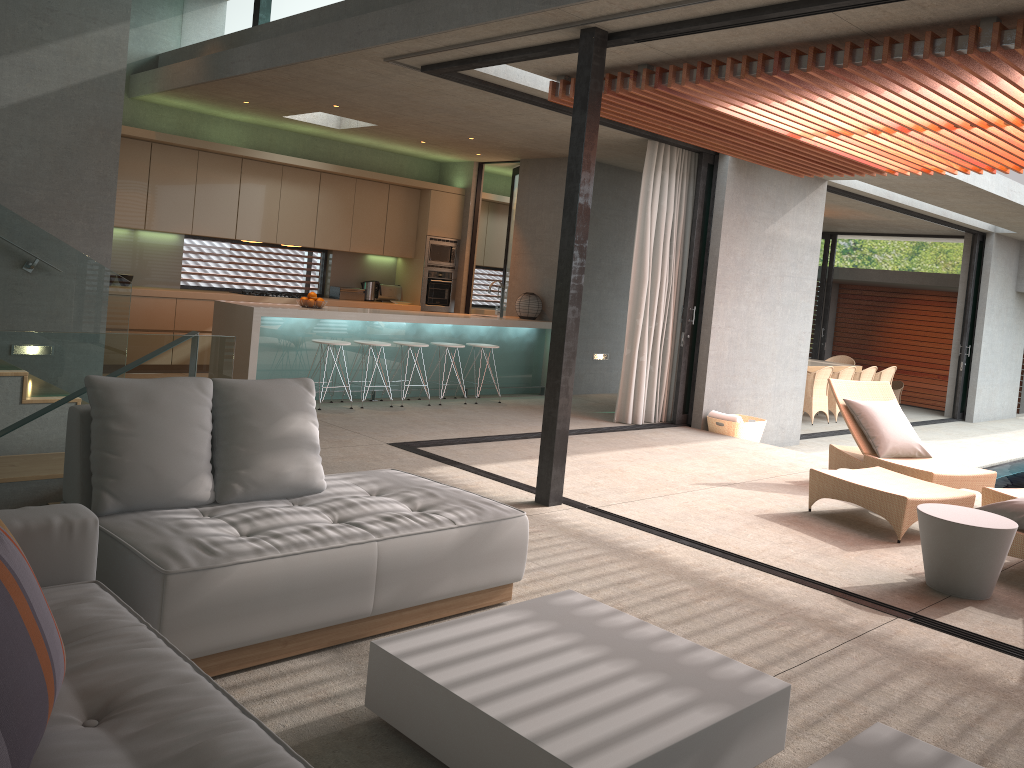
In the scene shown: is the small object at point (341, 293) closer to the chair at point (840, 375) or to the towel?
the towel

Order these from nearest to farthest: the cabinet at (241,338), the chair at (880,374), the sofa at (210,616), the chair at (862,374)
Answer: the sofa at (210,616), the cabinet at (241,338), the chair at (862,374), the chair at (880,374)

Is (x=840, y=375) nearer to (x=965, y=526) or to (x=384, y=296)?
(x=384, y=296)

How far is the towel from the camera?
9.20m

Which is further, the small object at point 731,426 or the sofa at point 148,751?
the small object at point 731,426

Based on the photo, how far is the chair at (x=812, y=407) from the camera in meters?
12.7 m

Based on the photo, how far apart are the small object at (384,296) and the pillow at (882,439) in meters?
6.7 m

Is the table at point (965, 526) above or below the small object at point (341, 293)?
below

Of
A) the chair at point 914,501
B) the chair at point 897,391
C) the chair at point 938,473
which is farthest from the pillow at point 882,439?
the chair at point 897,391

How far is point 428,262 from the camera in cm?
1189
